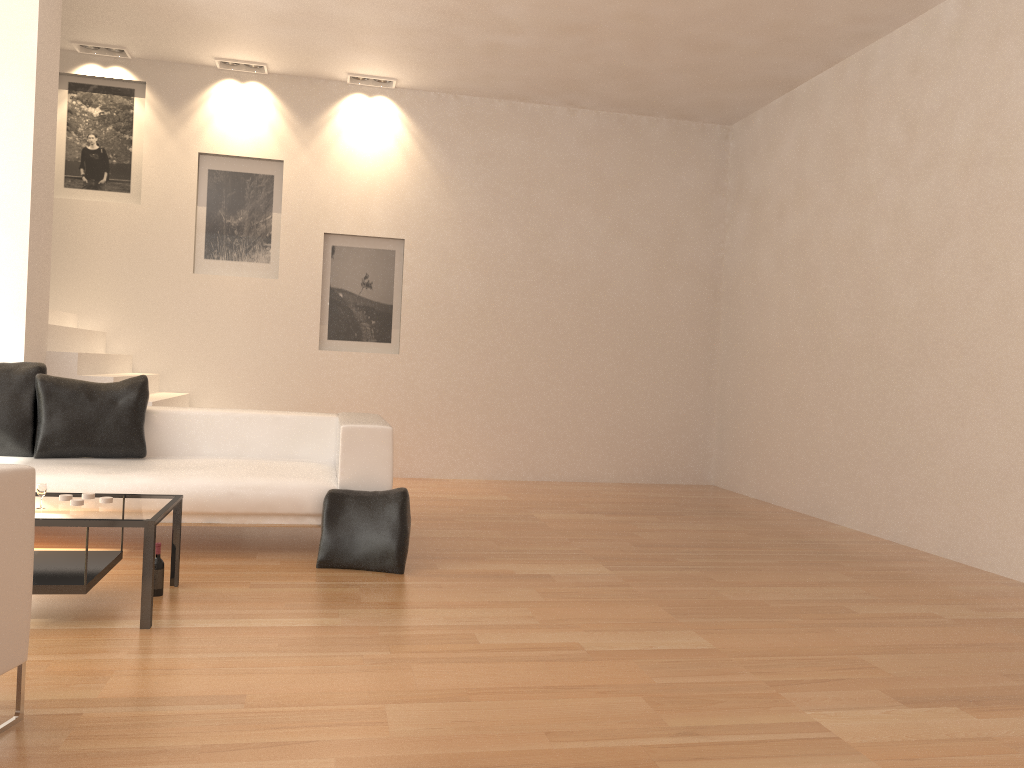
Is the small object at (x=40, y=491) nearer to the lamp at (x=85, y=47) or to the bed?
the bed

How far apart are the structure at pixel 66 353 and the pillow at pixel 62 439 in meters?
1.0 m

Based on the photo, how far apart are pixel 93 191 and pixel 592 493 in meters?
5.3

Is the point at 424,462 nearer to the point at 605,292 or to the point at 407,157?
the point at 605,292

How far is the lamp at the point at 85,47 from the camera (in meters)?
7.88

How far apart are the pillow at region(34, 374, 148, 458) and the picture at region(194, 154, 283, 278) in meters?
→ 3.0

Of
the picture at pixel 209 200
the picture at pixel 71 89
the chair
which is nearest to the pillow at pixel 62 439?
the chair

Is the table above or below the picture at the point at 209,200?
below

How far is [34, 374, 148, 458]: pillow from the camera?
5.1 meters

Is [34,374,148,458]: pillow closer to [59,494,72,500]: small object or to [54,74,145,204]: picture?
[59,494,72,500]: small object
